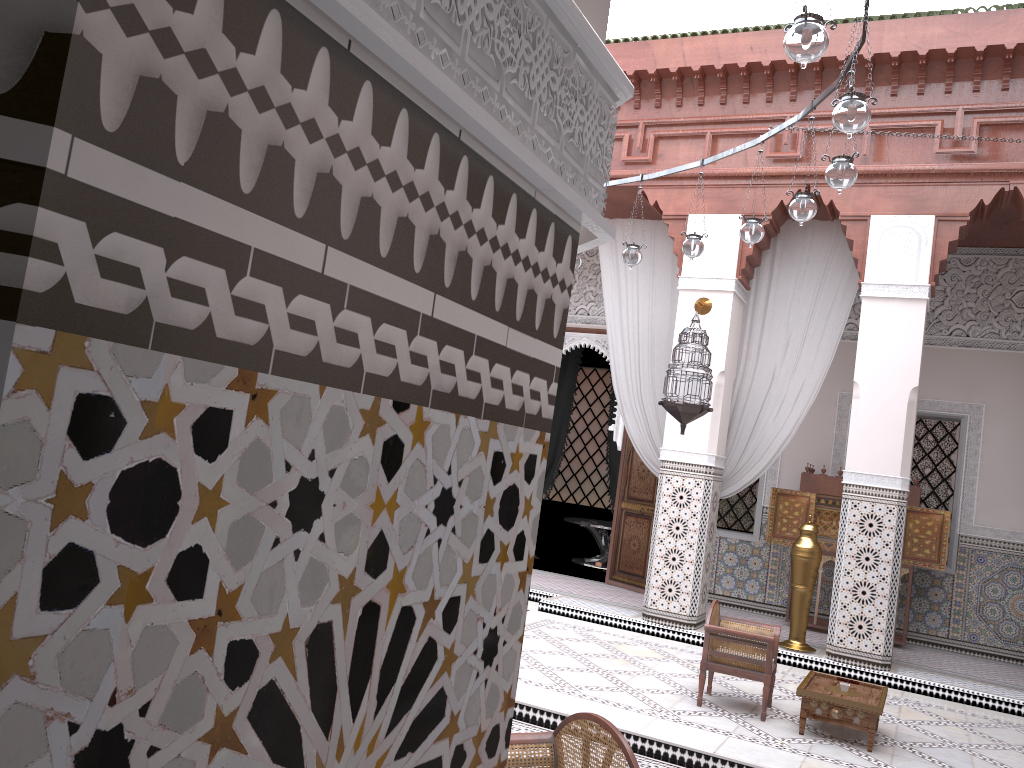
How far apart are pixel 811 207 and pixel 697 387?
1.3m

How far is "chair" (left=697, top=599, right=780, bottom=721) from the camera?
2.6 meters

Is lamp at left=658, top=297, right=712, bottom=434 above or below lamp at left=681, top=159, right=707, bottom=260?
below

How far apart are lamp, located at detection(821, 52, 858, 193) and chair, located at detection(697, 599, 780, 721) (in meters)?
1.30

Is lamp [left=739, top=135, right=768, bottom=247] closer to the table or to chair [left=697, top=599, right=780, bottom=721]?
chair [left=697, top=599, right=780, bottom=721]

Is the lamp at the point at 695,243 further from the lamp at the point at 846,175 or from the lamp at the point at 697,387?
the lamp at the point at 846,175

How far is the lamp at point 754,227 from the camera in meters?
2.8 m

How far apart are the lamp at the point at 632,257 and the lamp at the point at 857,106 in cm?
147

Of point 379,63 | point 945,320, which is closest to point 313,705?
point 379,63

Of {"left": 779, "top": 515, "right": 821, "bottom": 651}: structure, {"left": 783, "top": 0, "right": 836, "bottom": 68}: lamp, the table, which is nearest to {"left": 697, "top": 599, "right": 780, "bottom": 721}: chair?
the table
